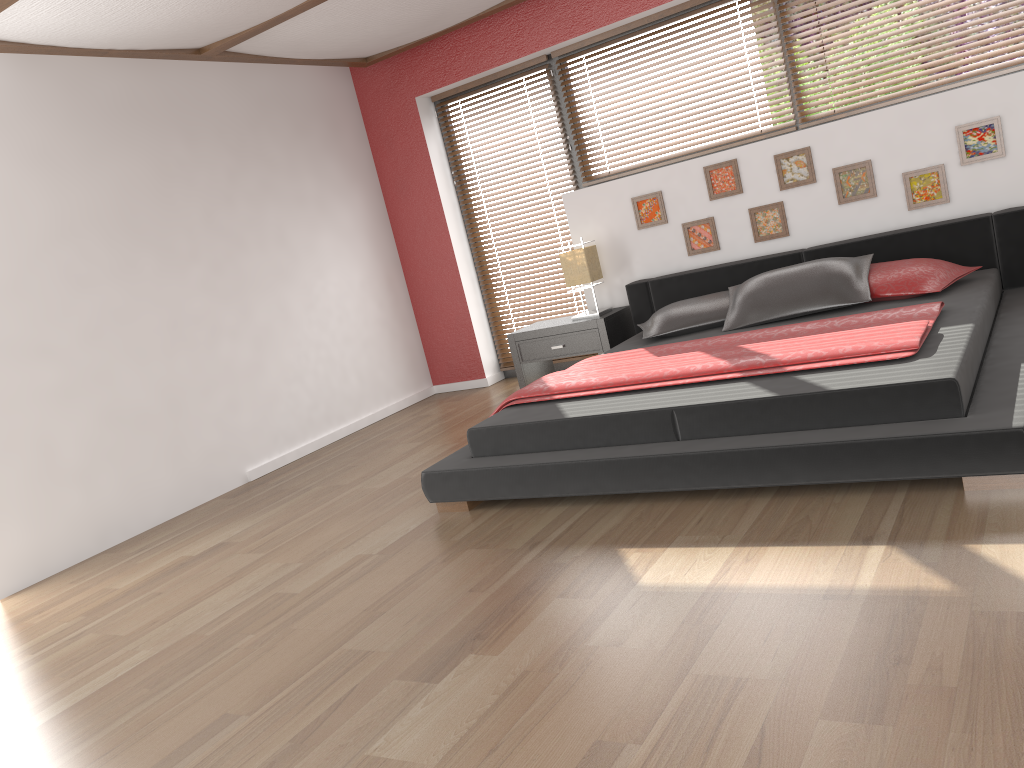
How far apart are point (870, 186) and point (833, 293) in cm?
91

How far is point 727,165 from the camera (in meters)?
5.10

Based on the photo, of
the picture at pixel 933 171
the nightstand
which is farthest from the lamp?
the picture at pixel 933 171

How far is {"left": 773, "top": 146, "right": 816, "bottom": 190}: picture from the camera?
4.9 meters

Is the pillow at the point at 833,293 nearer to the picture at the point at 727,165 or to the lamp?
the picture at the point at 727,165

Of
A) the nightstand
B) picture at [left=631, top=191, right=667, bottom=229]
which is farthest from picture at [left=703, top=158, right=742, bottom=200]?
the nightstand

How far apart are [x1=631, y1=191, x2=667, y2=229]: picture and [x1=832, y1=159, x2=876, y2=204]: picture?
1.02m

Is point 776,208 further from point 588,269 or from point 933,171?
point 588,269

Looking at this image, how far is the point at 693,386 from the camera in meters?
3.4

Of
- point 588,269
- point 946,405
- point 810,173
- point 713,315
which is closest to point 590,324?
point 588,269
